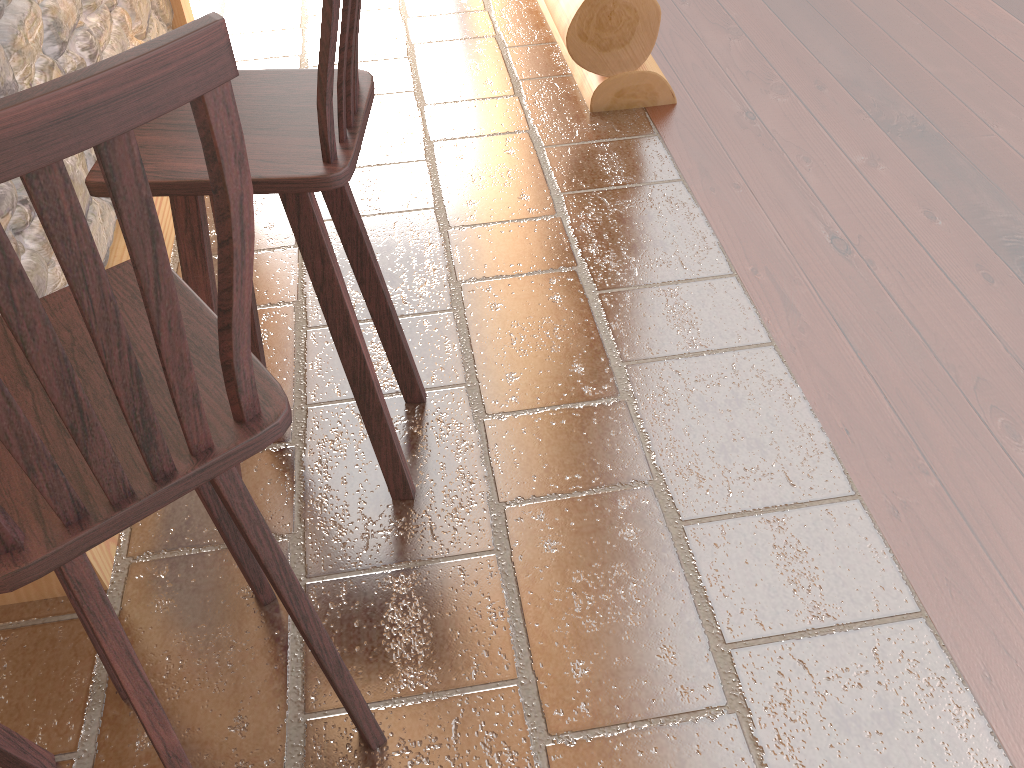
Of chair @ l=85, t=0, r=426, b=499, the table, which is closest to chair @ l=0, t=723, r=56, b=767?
the table

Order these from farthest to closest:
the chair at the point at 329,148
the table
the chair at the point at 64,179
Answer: the table, the chair at the point at 329,148, the chair at the point at 64,179

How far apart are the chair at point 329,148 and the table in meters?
0.4

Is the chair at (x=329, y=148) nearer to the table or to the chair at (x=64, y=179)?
the chair at (x=64, y=179)

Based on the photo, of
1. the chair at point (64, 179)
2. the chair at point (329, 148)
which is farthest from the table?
the chair at point (329, 148)

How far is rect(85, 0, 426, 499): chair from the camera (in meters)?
1.41

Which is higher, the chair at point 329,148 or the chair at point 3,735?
the chair at point 329,148

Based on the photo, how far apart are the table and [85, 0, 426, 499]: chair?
0.41m

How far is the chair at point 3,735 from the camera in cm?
145

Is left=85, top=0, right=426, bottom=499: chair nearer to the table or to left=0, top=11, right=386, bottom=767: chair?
left=0, top=11, right=386, bottom=767: chair
